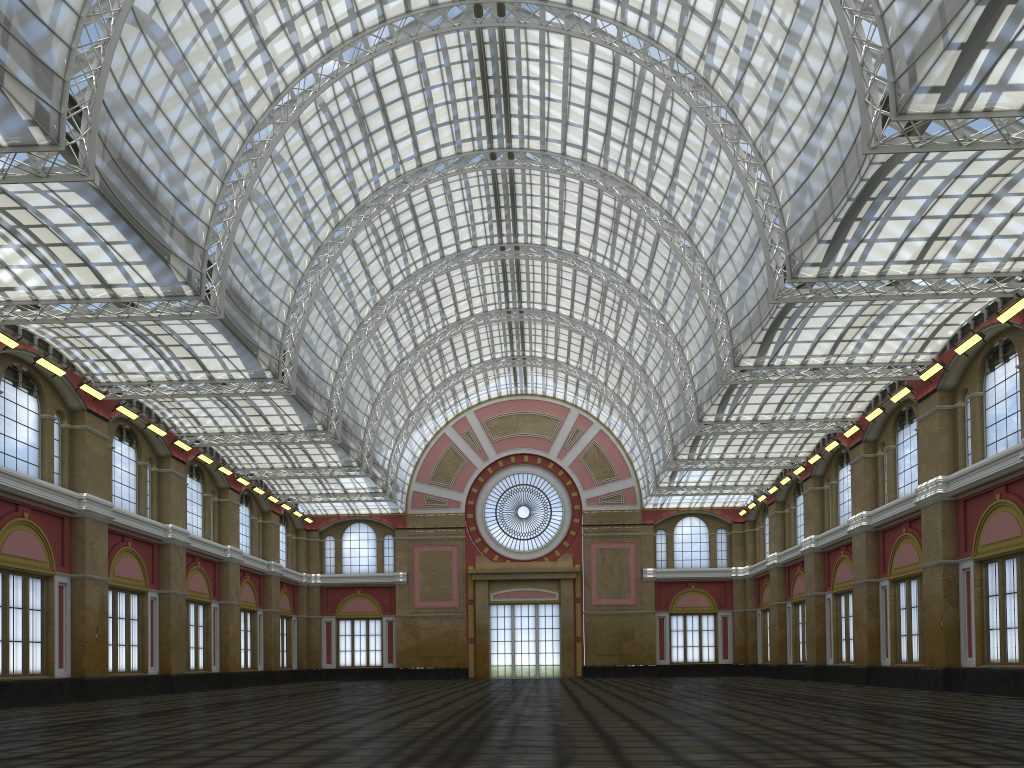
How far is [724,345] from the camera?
41.70m
